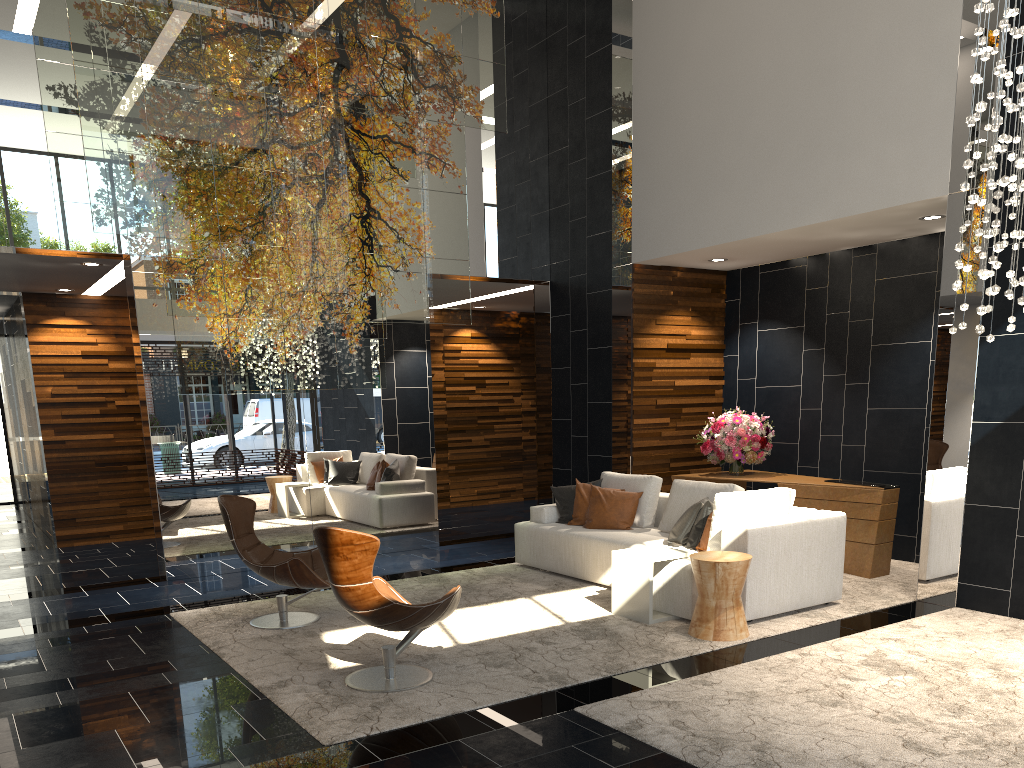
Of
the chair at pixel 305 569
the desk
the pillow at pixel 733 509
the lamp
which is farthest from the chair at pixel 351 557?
the desk

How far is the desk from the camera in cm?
705

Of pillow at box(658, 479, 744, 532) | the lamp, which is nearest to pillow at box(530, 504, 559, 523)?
pillow at box(658, 479, 744, 532)

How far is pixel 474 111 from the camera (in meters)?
8.45

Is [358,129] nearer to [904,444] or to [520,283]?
[520,283]

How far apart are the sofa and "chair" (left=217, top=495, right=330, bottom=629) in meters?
2.1

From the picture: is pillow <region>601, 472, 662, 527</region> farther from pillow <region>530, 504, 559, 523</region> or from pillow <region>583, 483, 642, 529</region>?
pillow <region>530, 504, 559, 523</region>

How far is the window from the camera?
14.9m

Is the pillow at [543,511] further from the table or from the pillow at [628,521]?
the table

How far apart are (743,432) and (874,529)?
1.65m
